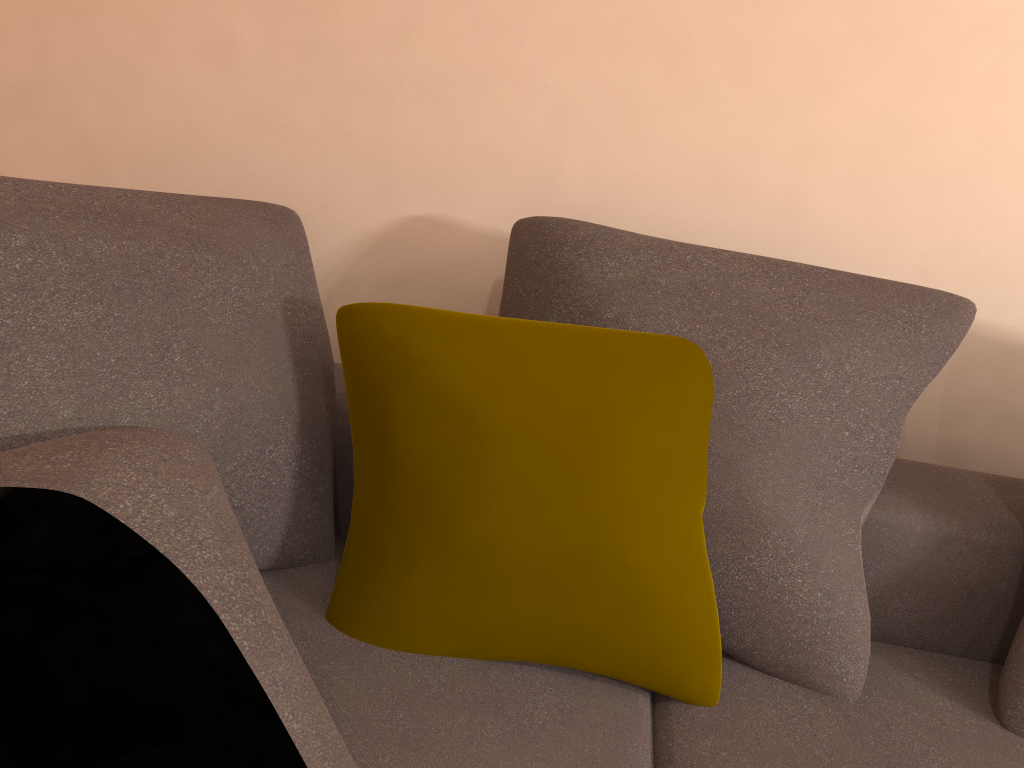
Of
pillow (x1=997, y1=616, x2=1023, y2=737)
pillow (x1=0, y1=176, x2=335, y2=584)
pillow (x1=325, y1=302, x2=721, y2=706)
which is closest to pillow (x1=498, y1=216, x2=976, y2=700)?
pillow (x1=325, y1=302, x2=721, y2=706)

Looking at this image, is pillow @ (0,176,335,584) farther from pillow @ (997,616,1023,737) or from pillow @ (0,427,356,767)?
pillow @ (997,616,1023,737)

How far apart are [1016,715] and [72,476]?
1.2 meters

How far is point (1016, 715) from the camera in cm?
123

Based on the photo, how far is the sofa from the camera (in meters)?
1.04

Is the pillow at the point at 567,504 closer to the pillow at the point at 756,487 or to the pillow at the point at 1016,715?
the pillow at the point at 756,487

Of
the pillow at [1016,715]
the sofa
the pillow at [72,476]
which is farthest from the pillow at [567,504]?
the pillow at [1016,715]

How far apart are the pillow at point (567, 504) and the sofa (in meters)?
0.01

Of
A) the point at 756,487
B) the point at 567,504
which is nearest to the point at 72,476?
the point at 567,504

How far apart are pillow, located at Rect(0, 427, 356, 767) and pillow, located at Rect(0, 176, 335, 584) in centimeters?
1cm
